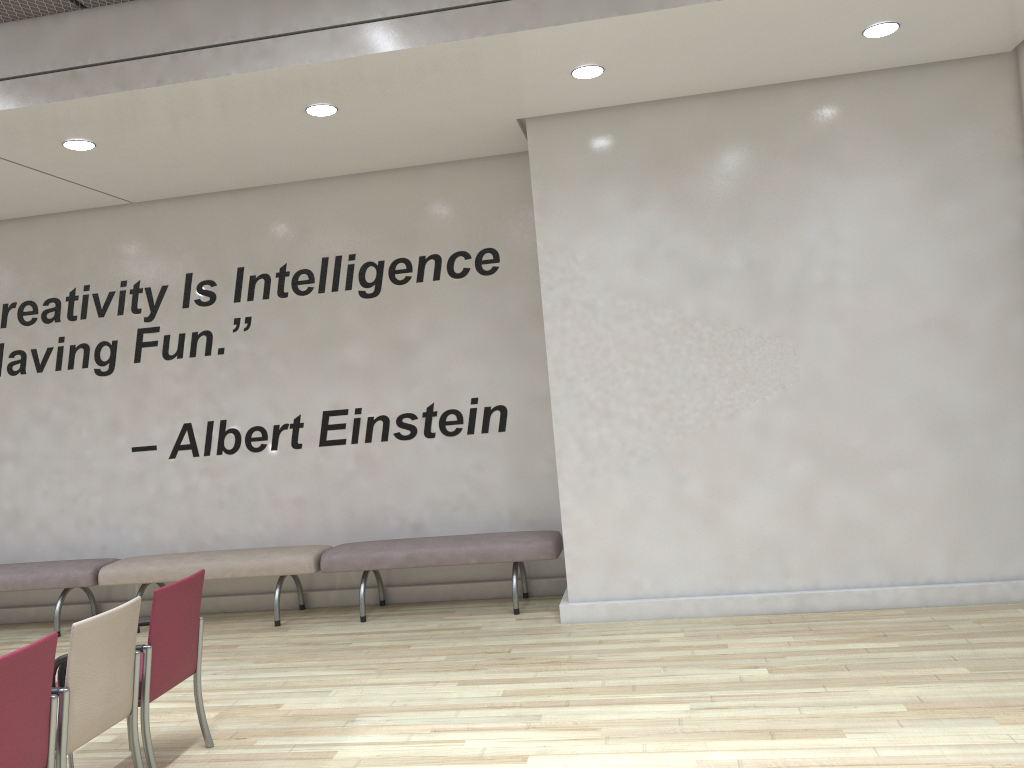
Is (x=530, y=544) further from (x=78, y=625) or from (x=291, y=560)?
(x=78, y=625)

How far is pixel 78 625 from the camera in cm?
342

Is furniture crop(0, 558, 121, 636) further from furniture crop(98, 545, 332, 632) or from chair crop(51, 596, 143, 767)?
chair crop(51, 596, 143, 767)

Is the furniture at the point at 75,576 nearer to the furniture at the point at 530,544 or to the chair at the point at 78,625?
the furniture at the point at 530,544

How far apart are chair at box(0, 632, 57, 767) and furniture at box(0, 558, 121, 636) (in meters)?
4.05

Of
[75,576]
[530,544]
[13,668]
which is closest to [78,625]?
[13,668]

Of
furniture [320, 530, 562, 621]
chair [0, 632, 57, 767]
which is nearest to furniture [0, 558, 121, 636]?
furniture [320, 530, 562, 621]

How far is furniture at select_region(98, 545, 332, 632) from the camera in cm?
677

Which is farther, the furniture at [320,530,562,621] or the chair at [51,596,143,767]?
the furniture at [320,530,562,621]

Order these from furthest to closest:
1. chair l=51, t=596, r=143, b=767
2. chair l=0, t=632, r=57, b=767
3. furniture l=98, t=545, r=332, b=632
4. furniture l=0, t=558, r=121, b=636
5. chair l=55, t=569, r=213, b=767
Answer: furniture l=0, t=558, r=121, b=636 → furniture l=98, t=545, r=332, b=632 → chair l=55, t=569, r=213, b=767 → chair l=51, t=596, r=143, b=767 → chair l=0, t=632, r=57, b=767
